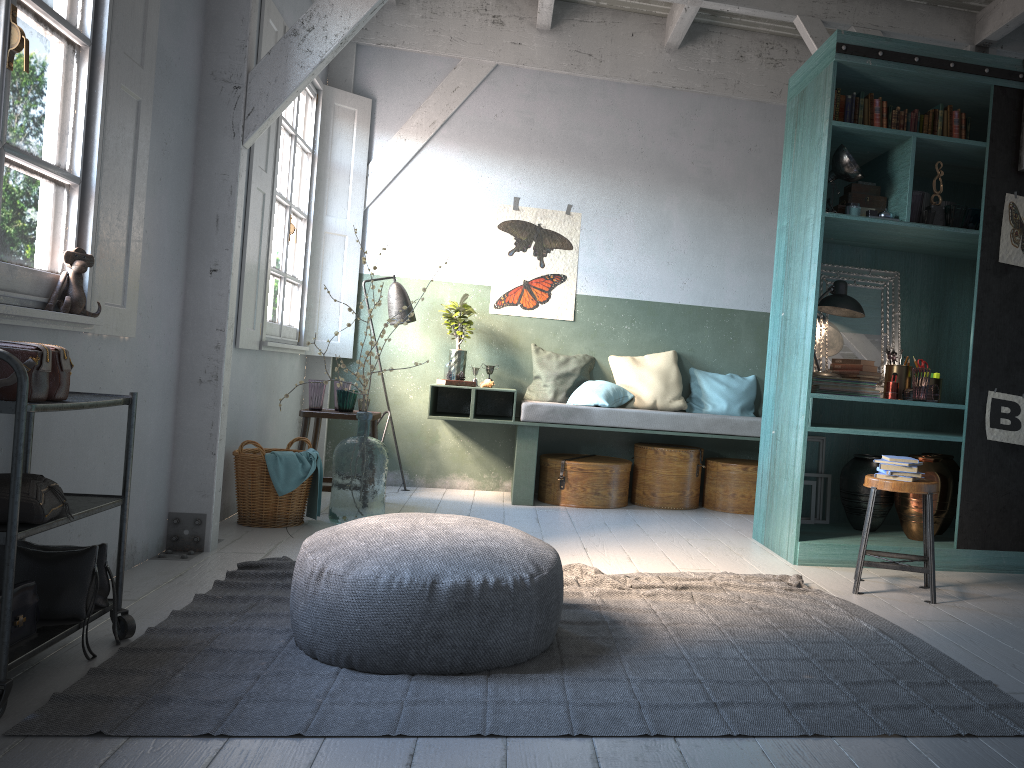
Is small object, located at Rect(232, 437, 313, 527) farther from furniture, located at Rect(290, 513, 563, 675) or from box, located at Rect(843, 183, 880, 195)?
box, located at Rect(843, 183, 880, 195)

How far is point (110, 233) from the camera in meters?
3.9

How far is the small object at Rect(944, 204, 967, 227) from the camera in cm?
536

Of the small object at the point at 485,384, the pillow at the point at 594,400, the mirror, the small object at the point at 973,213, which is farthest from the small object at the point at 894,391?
the small object at the point at 485,384

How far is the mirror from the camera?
6.0m

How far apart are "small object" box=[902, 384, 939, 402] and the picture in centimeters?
30cm

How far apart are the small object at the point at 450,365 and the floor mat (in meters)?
2.98

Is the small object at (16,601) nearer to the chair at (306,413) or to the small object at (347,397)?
the chair at (306,413)

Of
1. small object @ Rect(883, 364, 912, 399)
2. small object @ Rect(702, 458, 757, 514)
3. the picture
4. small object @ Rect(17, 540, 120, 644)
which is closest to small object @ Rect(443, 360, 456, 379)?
the picture

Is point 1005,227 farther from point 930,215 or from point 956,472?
point 956,472
